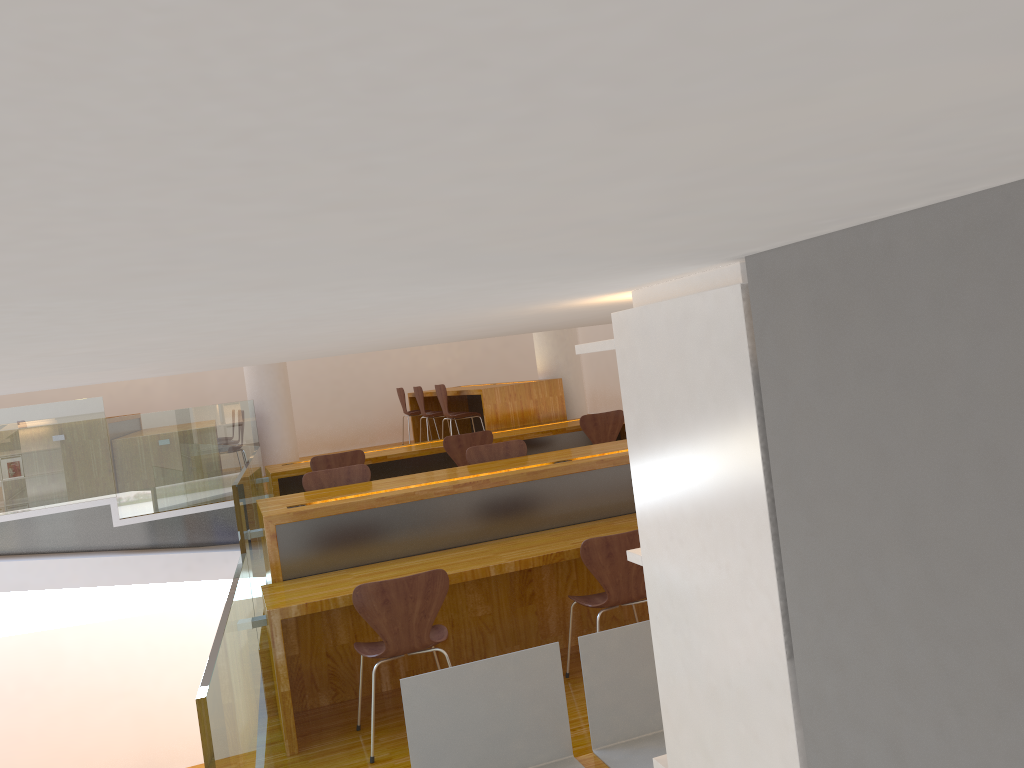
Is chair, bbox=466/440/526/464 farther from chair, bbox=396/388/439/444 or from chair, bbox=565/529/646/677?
chair, bbox=396/388/439/444

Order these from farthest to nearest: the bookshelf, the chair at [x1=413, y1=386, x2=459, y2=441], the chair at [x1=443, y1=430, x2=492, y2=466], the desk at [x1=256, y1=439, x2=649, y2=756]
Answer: the chair at [x1=413, y1=386, x2=459, y2=441]
the chair at [x1=443, y1=430, x2=492, y2=466]
the desk at [x1=256, y1=439, x2=649, y2=756]
the bookshelf

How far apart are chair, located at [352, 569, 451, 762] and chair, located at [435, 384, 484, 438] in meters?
4.4 m

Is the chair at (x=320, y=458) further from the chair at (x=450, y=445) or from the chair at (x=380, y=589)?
the chair at (x=380, y=589)

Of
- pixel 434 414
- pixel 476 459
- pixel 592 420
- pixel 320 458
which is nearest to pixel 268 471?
pixel 320 458

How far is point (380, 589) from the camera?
3.5 meters

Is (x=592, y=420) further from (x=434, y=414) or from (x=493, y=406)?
(x=434, y=414)

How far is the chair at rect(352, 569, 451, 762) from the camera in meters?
3.5

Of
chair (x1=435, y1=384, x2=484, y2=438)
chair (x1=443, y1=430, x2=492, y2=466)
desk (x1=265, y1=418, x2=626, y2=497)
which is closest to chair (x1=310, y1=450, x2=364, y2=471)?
desk (x1=265, y1=418, x2=626, y2=497)

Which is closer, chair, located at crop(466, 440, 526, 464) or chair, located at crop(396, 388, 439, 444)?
chair, located at crop(466, 440, 526, 464)
